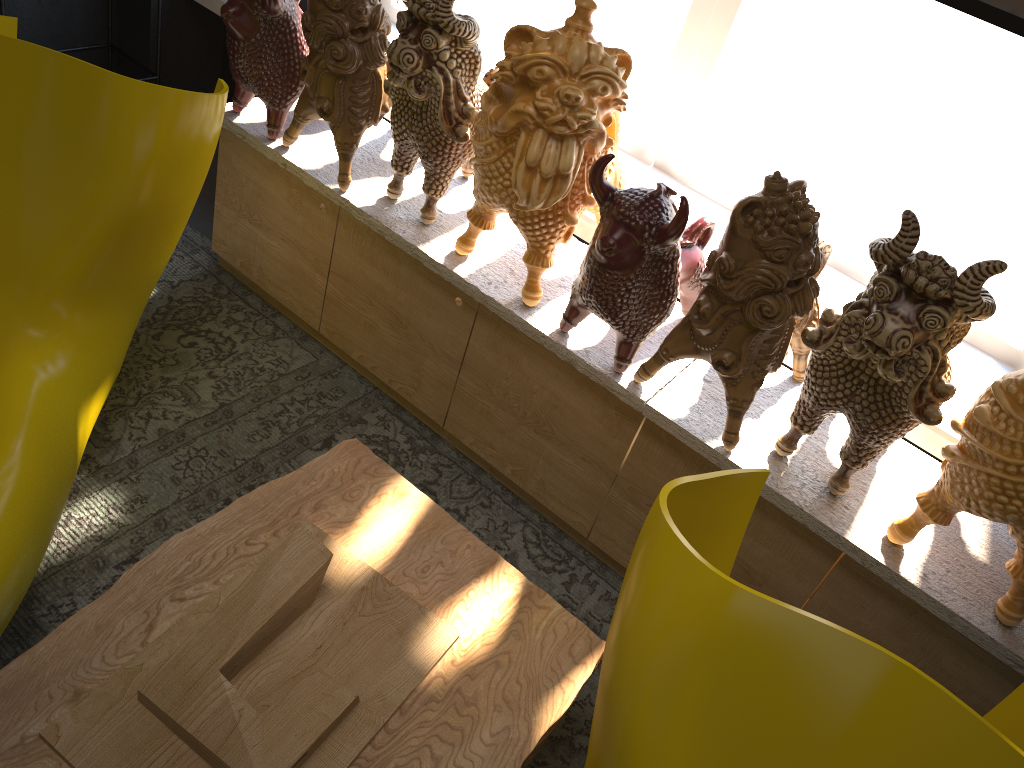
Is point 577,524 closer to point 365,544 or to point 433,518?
point 433,518

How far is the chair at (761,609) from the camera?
1.0 meters

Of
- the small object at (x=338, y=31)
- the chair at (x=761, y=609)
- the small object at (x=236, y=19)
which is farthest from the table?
the small object at (x=236, y=19)

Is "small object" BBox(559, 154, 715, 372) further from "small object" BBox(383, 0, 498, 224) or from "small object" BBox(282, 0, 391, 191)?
"small object" BBox(282, 0, 391, 191)

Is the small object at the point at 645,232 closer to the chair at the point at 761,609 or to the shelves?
the chair at the point at 761,609

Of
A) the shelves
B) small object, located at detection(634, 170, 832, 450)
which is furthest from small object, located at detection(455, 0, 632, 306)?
the shelves

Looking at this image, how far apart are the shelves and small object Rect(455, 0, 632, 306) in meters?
1.5 m

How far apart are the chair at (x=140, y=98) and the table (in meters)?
0.11

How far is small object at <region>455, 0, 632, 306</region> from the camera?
1.55m

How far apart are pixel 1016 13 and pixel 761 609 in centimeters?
138cm
